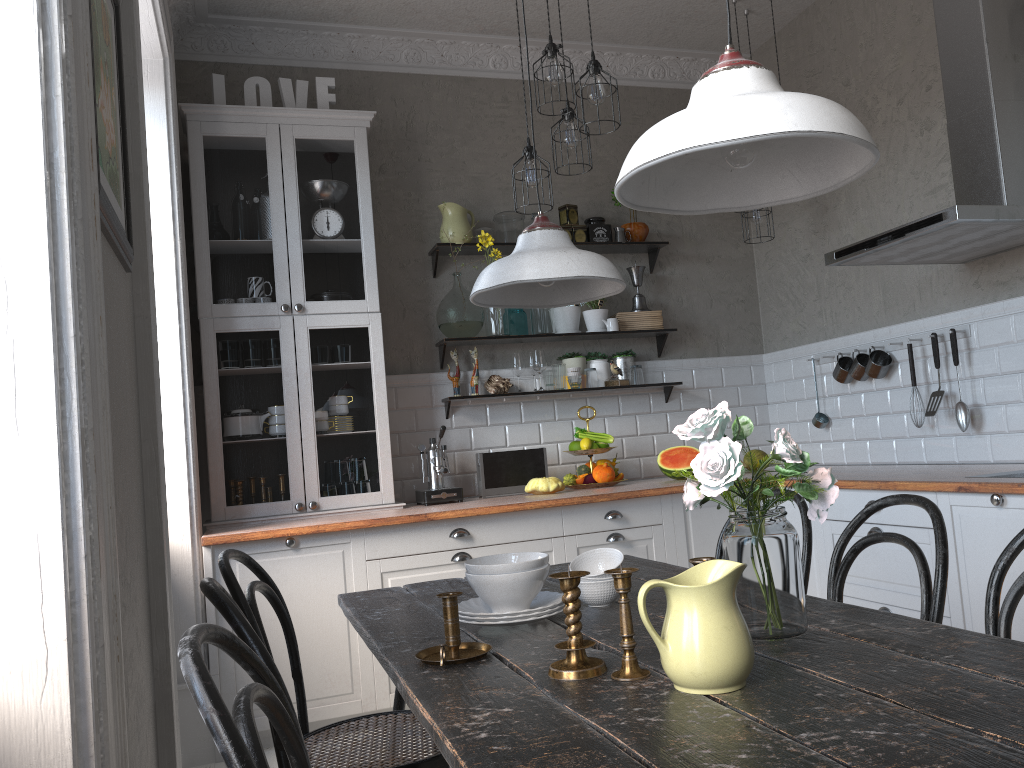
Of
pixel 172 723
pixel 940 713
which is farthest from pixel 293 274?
pixel 940 713

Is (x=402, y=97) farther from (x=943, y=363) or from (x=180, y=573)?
(x=943, y=363)

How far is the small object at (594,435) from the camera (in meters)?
4.52

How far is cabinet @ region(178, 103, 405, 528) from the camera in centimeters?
400cm

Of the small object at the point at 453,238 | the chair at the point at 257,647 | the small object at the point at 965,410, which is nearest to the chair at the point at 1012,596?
the chair at the point at 257,647

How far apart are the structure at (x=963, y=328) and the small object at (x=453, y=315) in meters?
1.8

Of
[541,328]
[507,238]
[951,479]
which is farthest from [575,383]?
[951,479]

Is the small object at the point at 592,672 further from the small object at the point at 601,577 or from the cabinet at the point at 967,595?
the cabinet at the point at 967,595

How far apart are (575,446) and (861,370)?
1.4m

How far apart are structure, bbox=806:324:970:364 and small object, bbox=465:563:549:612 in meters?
2.7
